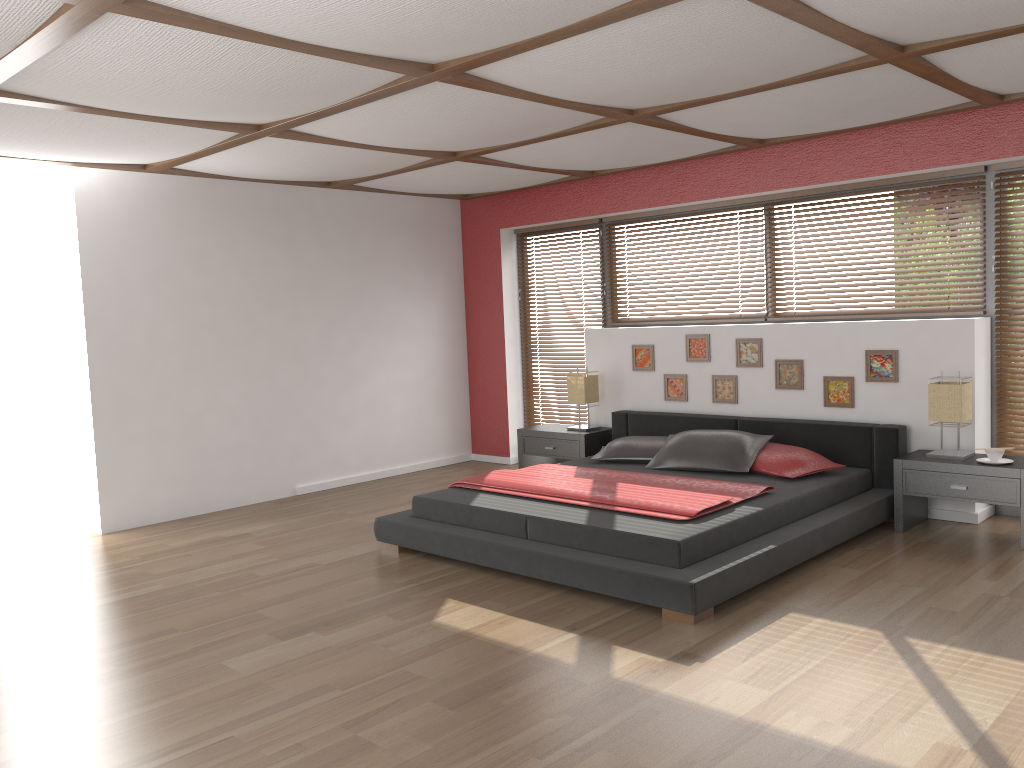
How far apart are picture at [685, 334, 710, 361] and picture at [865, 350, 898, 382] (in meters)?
1.16

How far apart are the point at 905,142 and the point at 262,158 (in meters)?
3.90

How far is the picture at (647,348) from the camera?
6.7m

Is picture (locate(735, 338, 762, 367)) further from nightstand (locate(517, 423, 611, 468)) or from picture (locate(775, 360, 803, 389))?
nightstand (locate(517, 423, 611, 468))

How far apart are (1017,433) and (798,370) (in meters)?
1.32

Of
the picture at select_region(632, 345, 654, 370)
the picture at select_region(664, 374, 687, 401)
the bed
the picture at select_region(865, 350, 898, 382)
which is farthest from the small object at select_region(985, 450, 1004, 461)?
the picture at select_region(632, 345, 654, 370)

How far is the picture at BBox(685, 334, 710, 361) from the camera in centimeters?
637cm

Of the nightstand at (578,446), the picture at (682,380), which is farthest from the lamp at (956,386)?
the nightstand at (578,446)

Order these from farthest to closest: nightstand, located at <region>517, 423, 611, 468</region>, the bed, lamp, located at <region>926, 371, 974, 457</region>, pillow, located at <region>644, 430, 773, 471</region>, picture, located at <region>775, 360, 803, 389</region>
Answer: nightstand, located at <region>517, 423, 611, 468</region> < picture, located at <region>775, 360, 803, 389</region> < pillow, located at <region>644, 430, 773, 471</region> < lamp, located at <region>926, 371, 974, 457</region> < the bed

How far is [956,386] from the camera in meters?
4.9 m
